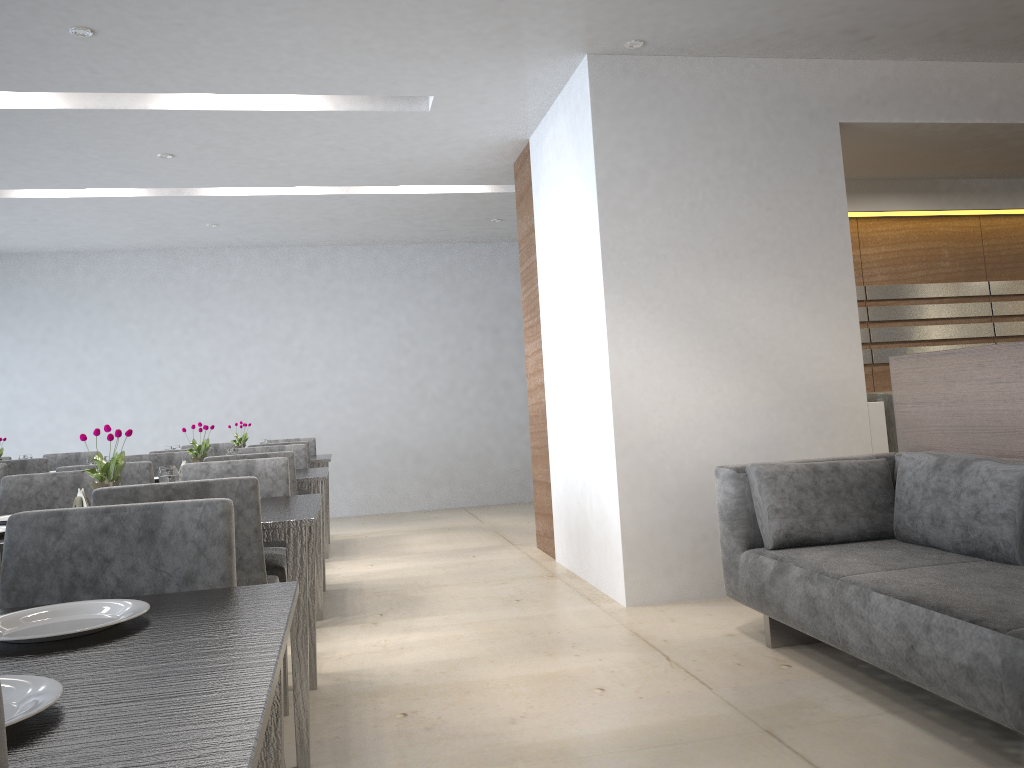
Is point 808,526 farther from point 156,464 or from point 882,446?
point 156,464

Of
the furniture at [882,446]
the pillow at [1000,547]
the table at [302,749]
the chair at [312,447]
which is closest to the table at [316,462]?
the chair at [312,447]

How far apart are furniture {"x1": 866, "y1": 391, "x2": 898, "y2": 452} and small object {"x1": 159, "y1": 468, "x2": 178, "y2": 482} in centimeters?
314cm

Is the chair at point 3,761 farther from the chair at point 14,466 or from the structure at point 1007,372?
the chair at point 14,466

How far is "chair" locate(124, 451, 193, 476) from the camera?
4.8m

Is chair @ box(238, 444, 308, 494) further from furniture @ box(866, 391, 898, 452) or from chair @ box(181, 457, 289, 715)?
furniture @ box(866, 391, 898, 452)

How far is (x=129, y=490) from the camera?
2.1m

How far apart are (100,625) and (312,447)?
5.60m

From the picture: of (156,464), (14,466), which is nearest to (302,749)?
(156,464)

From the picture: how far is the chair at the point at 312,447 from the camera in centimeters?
663cm
